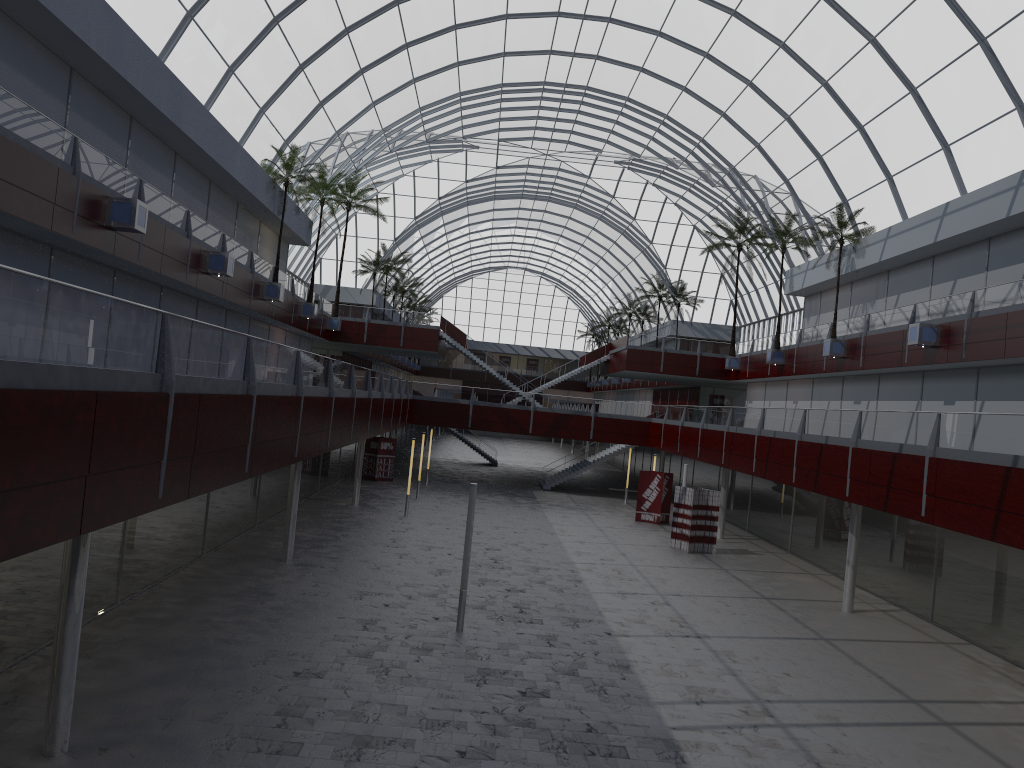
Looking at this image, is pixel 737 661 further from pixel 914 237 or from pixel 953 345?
pixel 914 237

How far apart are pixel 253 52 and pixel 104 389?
34.5 meters
